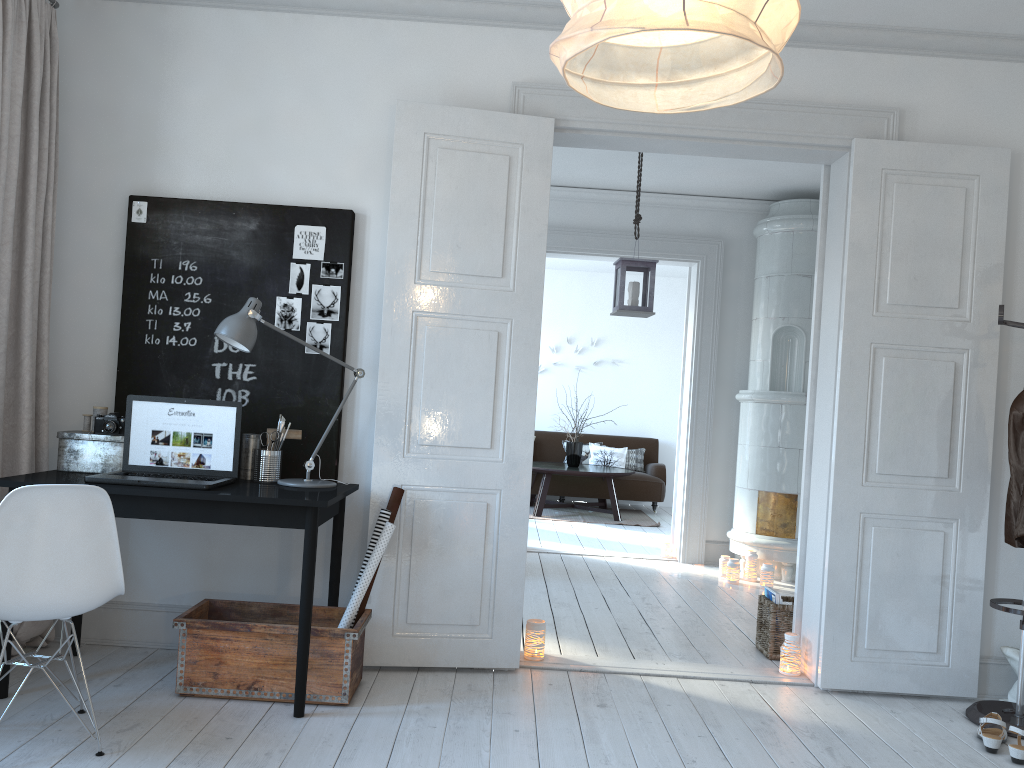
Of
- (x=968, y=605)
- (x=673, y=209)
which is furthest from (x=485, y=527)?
(x=673, y=209)

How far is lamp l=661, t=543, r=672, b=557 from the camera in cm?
689

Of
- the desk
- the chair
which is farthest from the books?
the chair

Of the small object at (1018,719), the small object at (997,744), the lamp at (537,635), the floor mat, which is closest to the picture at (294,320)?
the lamp at (537,635)

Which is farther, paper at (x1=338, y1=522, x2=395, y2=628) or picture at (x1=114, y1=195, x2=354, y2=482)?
picture at (x1=114, y1=195, x2=354, y2=482)

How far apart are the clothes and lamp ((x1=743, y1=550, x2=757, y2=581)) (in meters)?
2.75

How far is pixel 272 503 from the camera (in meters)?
3.02

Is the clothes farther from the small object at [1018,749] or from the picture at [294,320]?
the picture at [294,320]

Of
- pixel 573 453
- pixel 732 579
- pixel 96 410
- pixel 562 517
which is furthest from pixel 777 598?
pixel 573 453

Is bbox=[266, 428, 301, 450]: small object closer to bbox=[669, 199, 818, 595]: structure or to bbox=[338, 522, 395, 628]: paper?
bbox=[338, 522, 395, 628]: paper
